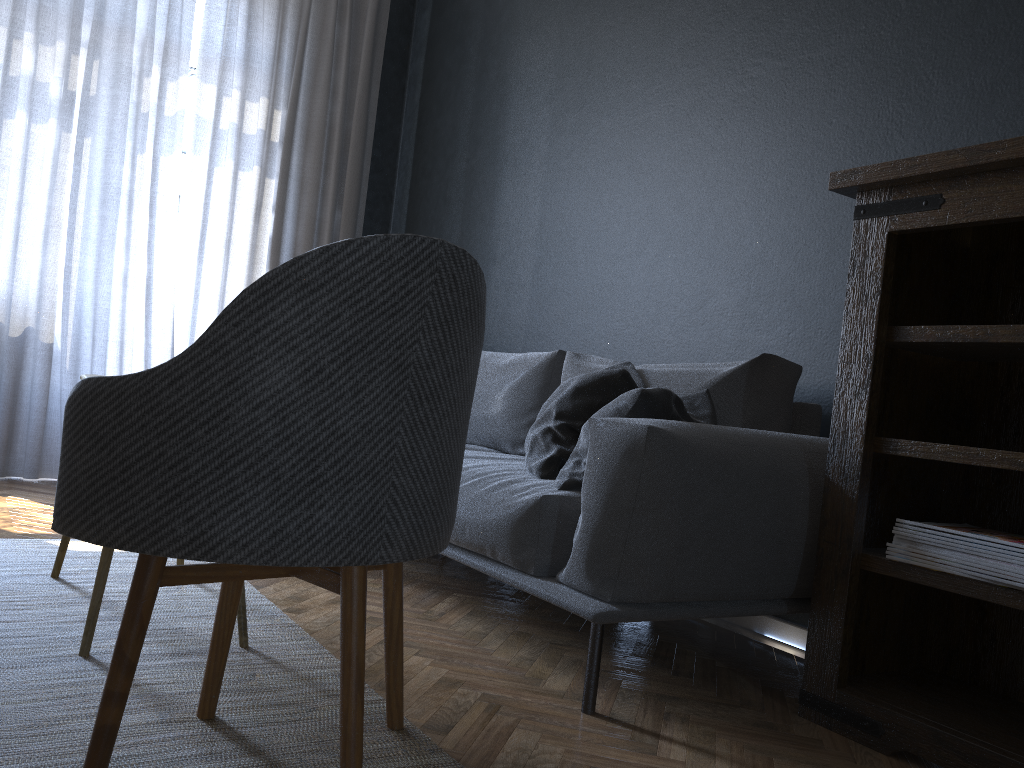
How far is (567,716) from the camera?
1.7m

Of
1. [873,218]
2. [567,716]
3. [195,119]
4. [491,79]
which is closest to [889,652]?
[567,716]

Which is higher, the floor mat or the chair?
the chair

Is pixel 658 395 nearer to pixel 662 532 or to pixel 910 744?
pixel 662 532

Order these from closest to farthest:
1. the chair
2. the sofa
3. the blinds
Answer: the chair < the sofa < the blinds

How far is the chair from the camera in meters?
1.1 m

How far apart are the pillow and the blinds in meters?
2.5

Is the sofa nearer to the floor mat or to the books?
the books

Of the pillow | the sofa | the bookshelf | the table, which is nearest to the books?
the bookshelf

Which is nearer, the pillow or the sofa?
the sofa
